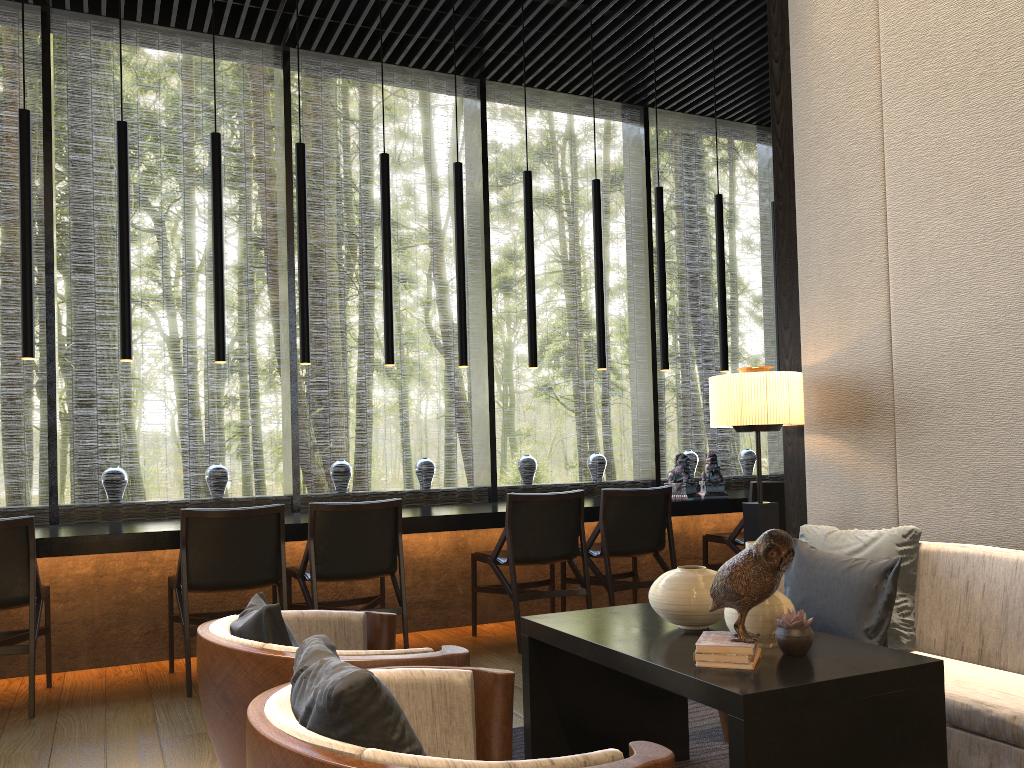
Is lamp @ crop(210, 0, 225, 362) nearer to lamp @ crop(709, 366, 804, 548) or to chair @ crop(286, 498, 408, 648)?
chair @ crop(286, 498, 408, 648)

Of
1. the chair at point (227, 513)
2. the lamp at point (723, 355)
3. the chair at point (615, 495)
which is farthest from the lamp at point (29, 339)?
the lamp at point (723, 355)

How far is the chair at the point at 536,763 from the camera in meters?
1.2

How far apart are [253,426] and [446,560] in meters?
14.3

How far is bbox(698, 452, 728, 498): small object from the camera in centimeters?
581cm

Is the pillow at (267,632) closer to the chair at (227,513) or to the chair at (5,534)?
the chair at (227,513)

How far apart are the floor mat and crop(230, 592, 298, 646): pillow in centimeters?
105cm

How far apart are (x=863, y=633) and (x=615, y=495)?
2.26m

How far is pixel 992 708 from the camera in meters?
2.2

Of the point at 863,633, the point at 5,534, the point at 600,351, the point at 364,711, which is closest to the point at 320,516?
the point at 5,534
